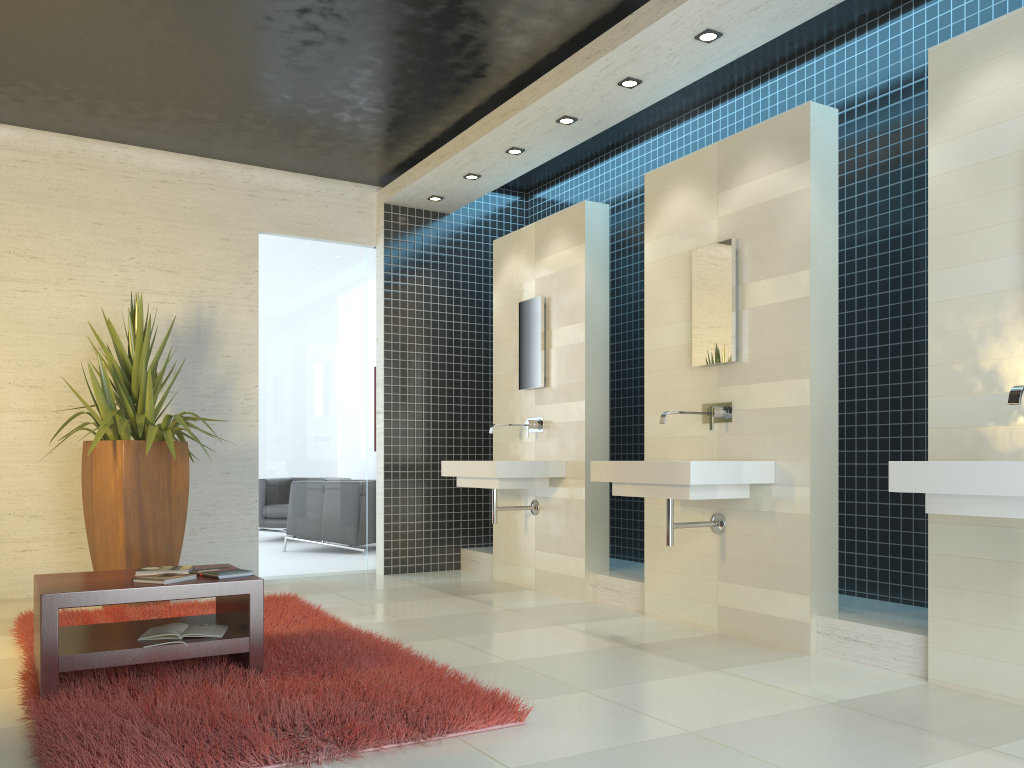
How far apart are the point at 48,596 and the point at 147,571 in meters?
0.6 m

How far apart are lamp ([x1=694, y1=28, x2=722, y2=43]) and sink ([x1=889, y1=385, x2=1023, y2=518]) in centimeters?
244cm

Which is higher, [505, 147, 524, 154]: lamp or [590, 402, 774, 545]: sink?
[505, 147, 524, 154]: lamp

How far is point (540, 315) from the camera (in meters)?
6.56

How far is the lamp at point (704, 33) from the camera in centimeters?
461cm

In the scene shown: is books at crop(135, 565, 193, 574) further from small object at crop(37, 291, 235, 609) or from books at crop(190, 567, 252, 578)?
small object at crop(37, 291, 235, 609)

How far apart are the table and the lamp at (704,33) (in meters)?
3.47

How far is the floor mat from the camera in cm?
275

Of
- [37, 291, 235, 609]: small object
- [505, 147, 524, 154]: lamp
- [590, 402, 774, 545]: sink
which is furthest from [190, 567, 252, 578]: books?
[505, 147, 524, 154]: lamp

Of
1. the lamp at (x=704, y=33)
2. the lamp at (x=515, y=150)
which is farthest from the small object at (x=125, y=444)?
the lamp at (x=704, y=33)
